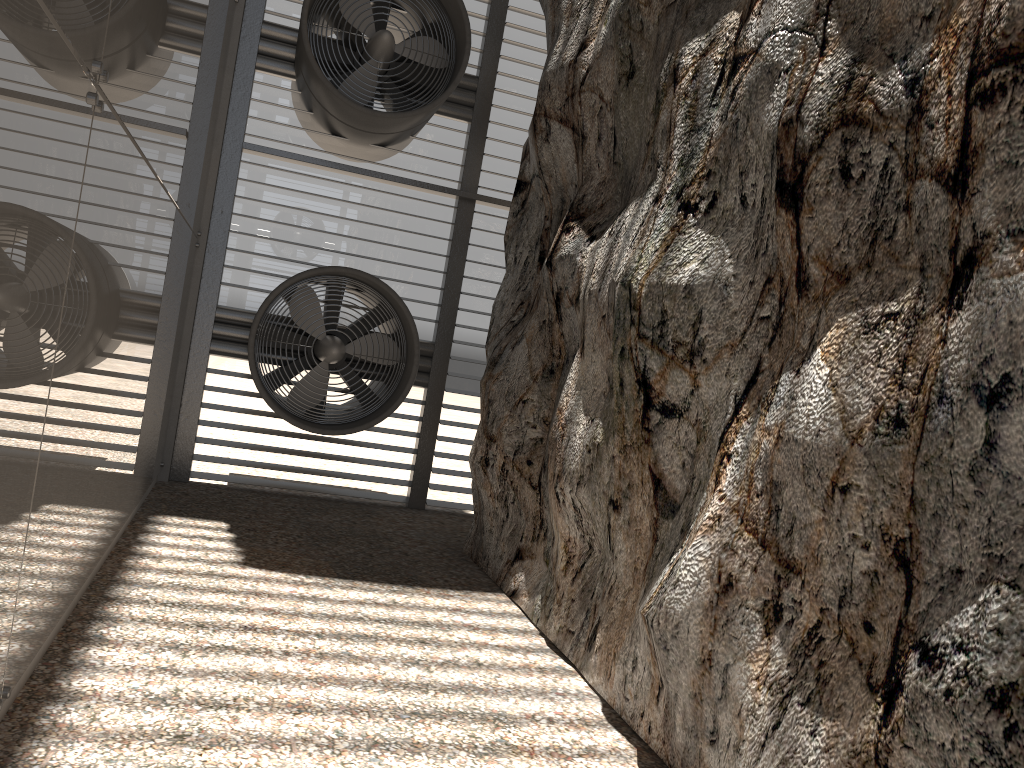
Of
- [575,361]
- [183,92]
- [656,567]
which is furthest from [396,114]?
[656,567]

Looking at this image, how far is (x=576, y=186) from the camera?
7.2 meters
